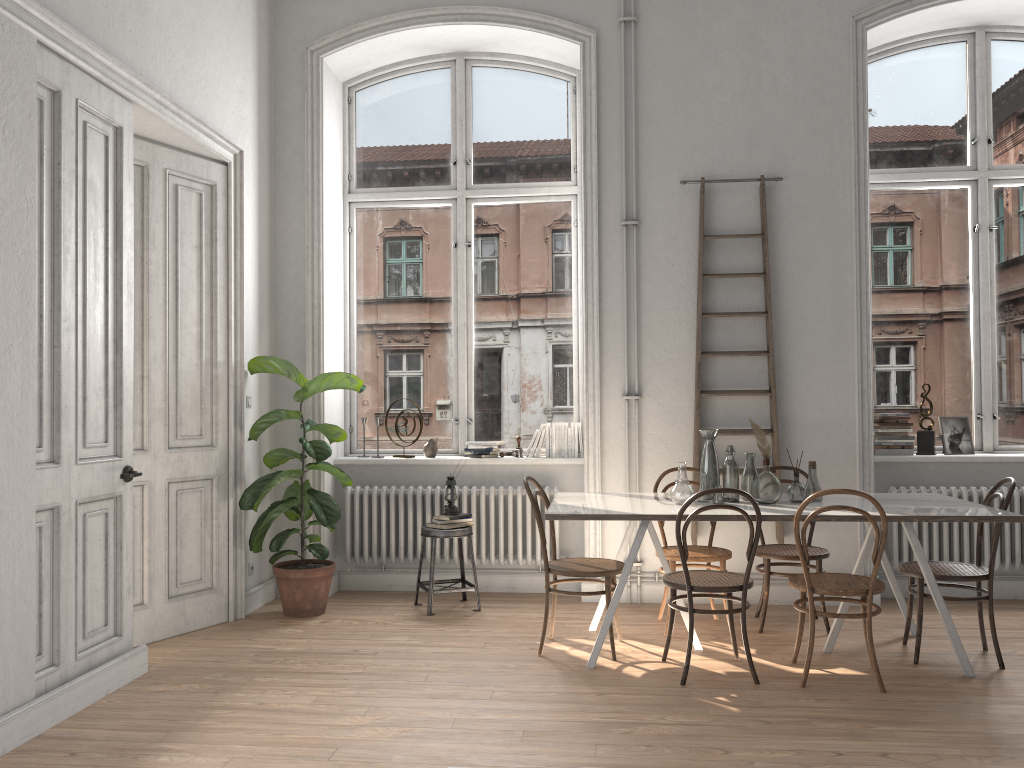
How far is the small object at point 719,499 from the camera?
4.6m

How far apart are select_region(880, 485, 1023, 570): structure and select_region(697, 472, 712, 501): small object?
1.82m

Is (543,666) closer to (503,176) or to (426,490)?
(426,490)

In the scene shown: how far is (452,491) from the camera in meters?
5.8 m

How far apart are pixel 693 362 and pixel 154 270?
3.37m

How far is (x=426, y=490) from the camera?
6.13m

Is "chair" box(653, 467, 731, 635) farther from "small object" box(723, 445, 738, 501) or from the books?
the books

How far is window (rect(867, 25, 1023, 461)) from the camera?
6.1 meters

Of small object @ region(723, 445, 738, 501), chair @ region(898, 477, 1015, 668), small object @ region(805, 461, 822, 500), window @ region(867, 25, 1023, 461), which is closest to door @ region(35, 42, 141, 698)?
small object @ region(723, 445, 738, 501)

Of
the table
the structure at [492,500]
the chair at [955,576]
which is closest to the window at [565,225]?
the structure at [492,500]
